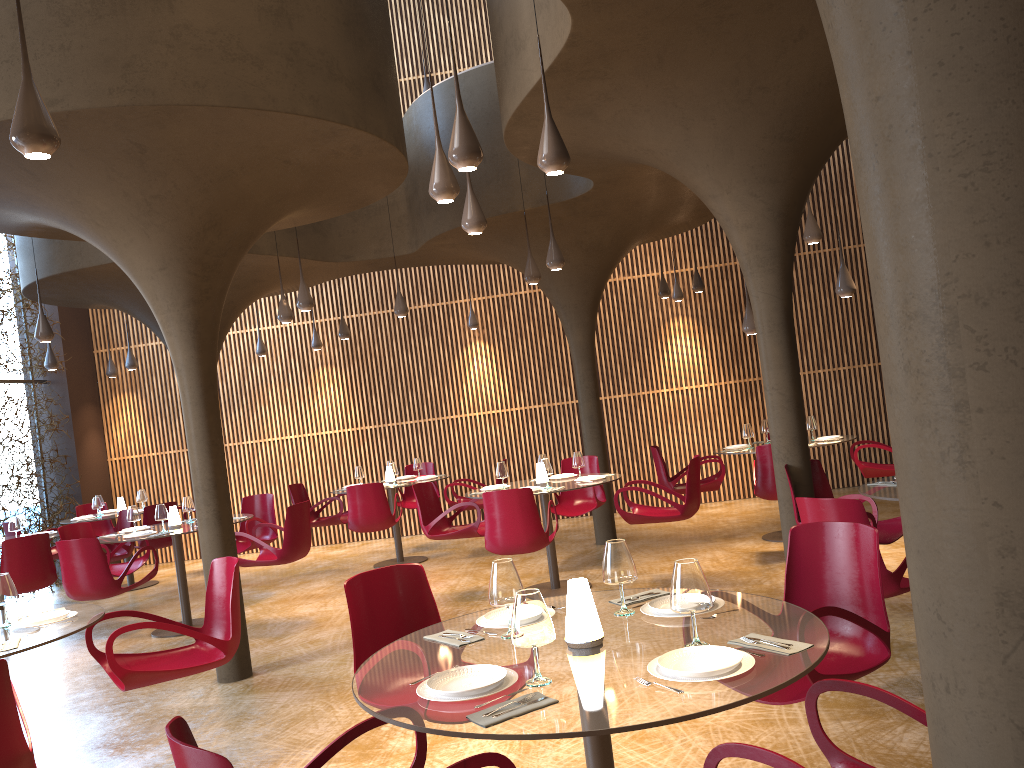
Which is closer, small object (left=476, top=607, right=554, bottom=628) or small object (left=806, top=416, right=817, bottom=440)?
small object (left=476, top=607, right=554, bottom=628)

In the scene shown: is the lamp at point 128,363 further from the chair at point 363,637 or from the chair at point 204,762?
the chair at point 204,762

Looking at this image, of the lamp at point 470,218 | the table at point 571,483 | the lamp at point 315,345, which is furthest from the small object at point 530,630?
the lamp at point 315,345

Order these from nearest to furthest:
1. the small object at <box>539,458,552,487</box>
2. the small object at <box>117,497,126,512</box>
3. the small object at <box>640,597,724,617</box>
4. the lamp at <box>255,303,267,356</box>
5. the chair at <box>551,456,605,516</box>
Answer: the small object at <box>640,597,724,617</box> < the small object at <box>539,458,552,487</box> < the chair at <box>551,456,605,516</box> < the small object at <box>117,497,126,512</box> < the lamp at <box>255,303,267,356</box>

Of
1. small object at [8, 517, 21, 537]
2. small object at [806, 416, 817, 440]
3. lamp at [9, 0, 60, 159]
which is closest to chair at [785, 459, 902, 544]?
small object at [806, 416, 817, 440]

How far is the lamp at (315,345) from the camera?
14.8 meters

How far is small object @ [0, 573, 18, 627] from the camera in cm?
494

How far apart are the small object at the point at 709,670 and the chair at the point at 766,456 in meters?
6.7

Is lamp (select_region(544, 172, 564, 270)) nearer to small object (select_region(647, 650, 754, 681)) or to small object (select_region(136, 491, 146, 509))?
small object (select_region(647, 650, 754, 681))

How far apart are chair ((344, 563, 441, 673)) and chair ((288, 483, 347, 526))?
7.8m
